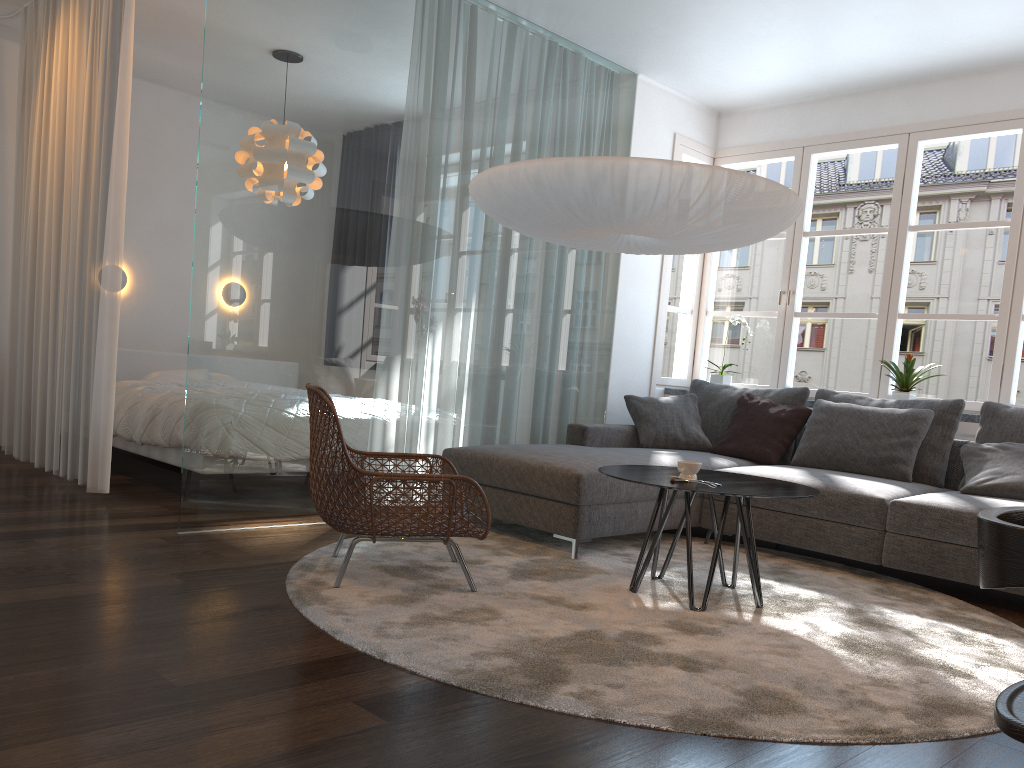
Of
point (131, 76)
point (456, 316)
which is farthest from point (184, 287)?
point (456, 316)

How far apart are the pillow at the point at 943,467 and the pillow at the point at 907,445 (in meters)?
0.06

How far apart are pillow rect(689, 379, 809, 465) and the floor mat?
0.81m

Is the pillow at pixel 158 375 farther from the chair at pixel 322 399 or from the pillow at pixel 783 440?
the pillow at pixel 783 440

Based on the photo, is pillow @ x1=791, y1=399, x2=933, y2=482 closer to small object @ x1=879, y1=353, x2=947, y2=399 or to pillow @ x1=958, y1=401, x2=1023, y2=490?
pillow @ x1=958, y1=401, x2=1023, y2=490

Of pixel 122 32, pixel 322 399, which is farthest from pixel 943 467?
pixel 122 32

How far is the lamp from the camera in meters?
3.3 m

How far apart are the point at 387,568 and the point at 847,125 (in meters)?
4.28

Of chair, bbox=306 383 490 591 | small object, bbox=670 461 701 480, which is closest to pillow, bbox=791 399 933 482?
small object, bbox=670 461 701 480

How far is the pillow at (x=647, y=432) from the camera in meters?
5.4
